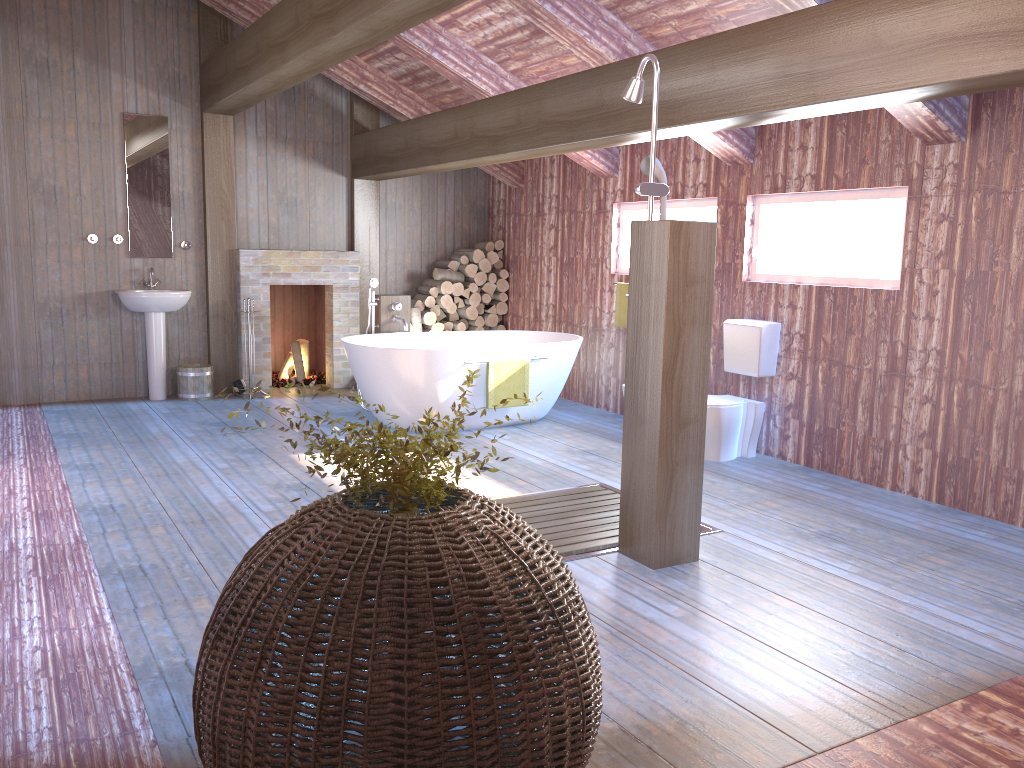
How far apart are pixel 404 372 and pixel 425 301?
2.49m

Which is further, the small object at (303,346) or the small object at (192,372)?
the small object at (303,346)

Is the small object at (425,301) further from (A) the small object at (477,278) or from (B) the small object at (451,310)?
(A) the small object at (477,278)

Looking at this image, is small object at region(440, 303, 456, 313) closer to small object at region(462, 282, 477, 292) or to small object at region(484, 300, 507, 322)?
small object at region(462, 282, 477, 292)

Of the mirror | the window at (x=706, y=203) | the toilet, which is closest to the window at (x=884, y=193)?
the window at (x=706, y=203)

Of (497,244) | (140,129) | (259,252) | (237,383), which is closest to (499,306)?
(497,244)

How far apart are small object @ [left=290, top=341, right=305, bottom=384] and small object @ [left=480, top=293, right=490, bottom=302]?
1.9m

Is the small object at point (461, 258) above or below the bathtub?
above

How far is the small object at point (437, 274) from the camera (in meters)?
8.63

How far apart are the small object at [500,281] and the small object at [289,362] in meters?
2.2 m
